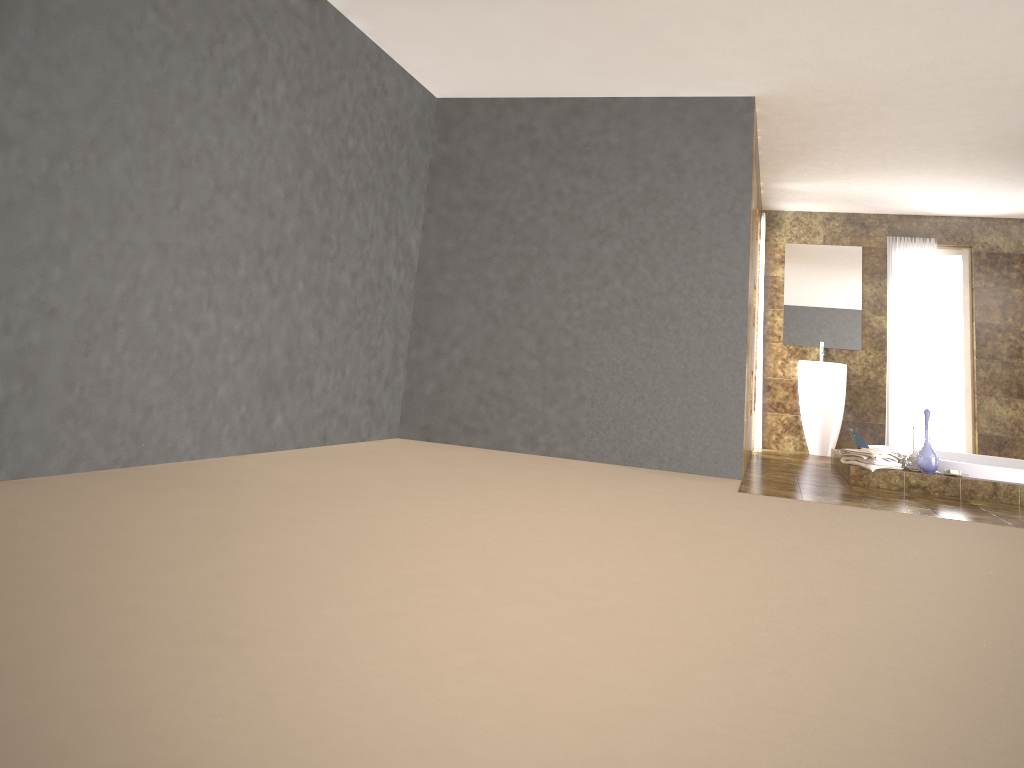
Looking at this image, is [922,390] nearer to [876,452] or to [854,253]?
[854,253]

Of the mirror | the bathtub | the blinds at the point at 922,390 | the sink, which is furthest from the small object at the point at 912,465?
the mirror

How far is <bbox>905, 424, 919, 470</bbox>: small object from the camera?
6.0 meters

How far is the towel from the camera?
5.9m

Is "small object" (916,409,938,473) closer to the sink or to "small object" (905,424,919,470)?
"small object" (905,424,919,470)

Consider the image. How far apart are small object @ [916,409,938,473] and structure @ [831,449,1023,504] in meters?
0.0

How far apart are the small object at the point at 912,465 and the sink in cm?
264

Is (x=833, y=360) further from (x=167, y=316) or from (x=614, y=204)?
(x=167, y=316)

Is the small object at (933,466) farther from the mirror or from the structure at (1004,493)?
the mirror

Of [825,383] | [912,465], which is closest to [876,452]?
[912,465]
